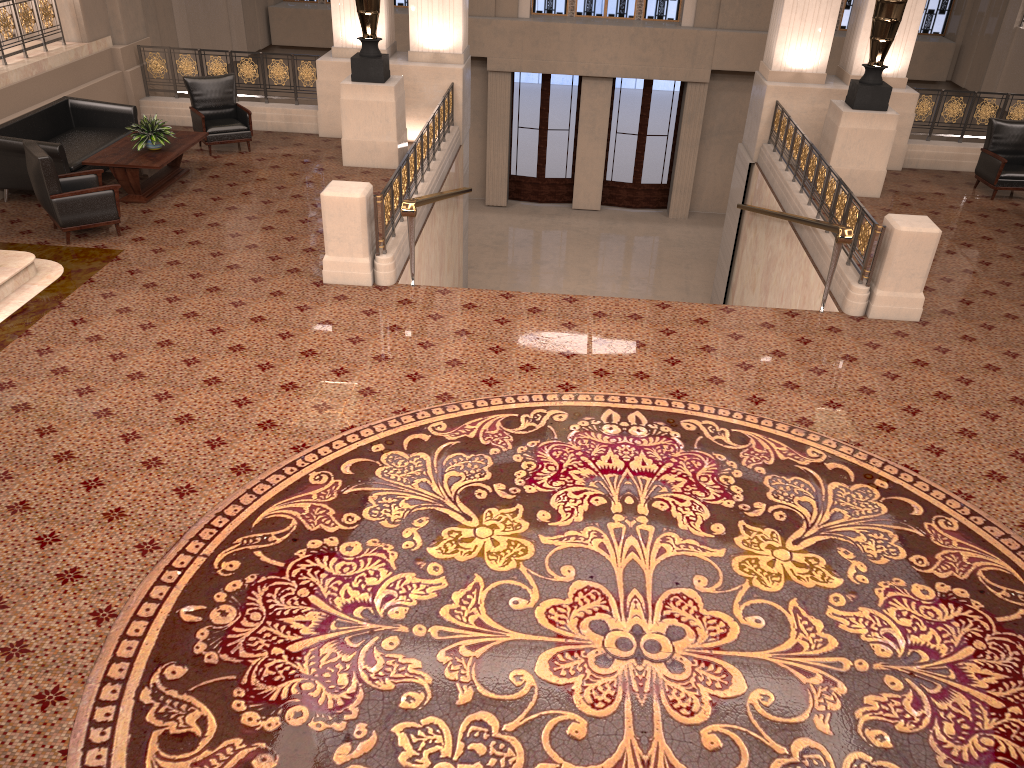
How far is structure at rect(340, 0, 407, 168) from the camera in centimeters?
1089cm

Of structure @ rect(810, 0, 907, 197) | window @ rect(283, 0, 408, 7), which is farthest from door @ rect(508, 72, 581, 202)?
structure @ rect(810, 0, 907, 197)

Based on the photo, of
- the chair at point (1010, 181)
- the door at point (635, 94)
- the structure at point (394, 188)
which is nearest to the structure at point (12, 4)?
the structure at point (394, 188)

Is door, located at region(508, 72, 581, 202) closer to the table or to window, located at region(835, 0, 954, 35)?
window, located at region(835, 0, 954, 35)

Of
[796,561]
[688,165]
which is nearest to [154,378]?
[796,561]

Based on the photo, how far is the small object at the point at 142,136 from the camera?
9.79m

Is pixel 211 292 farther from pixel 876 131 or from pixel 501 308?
pixel 876 131

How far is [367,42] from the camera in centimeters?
1089cm

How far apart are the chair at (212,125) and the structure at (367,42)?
1.4 meters

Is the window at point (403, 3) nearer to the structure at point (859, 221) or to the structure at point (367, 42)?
the structure at point (367, 42)
